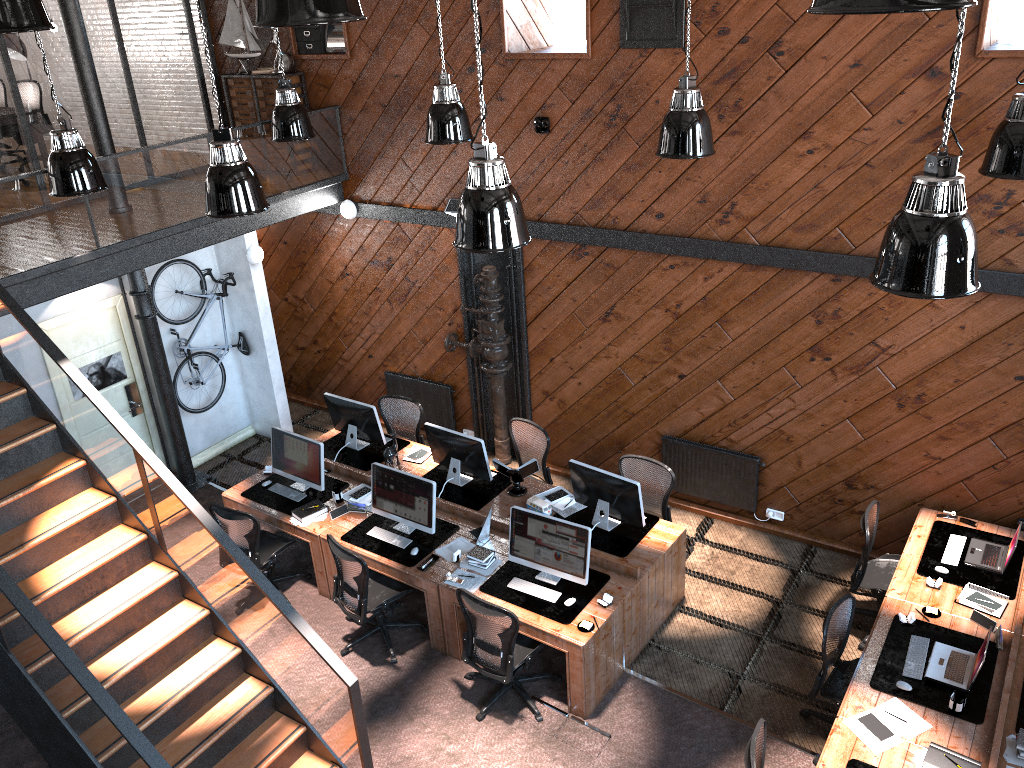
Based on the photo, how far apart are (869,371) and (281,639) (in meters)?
5.26

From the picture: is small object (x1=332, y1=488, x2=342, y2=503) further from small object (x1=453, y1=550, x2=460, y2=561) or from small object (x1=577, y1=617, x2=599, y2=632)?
small object (x1=577, y1=617, x2=599, y2=632)

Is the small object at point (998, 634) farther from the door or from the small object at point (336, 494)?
the door

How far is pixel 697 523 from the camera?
9.00m

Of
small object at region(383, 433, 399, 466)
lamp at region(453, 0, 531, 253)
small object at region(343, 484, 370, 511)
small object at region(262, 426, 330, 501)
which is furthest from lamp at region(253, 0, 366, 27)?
small object at region(383, 433, 399, 466)

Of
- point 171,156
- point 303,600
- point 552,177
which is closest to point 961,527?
point 552,177

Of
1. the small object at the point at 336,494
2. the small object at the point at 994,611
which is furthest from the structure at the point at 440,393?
the small object at the point at 994,611

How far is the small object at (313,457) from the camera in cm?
836

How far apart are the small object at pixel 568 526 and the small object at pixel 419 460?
2.0 meters

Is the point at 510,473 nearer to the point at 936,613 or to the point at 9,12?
the point at 936,613
